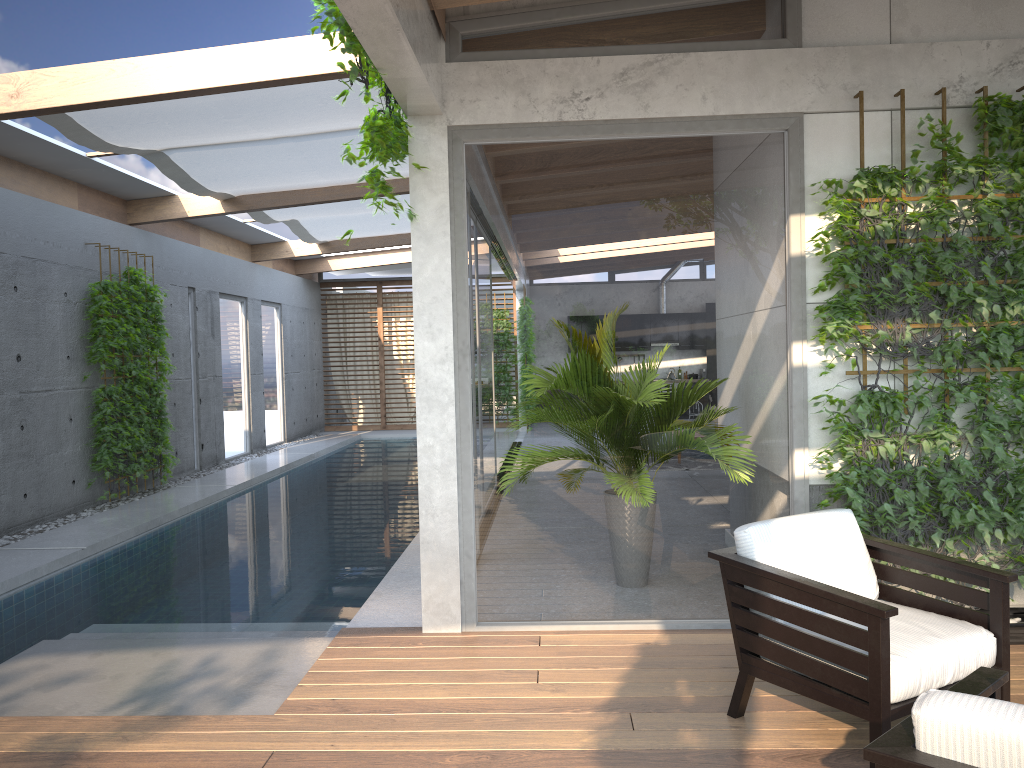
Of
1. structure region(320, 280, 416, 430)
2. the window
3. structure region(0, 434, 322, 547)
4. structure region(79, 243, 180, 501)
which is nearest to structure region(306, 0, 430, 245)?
the window

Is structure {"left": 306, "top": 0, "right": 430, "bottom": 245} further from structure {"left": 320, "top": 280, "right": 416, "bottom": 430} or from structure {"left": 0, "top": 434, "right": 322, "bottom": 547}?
structure {"left": 320, "top": 280, "right": 416, "bottom": 430}

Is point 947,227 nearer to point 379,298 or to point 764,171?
point 764,171

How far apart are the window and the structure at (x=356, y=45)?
0.2 meters

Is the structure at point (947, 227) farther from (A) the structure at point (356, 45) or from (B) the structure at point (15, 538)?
(B) the structure at point (15, 538)

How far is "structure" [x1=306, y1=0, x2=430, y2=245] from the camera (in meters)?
3.76

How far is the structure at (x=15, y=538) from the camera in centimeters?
764cm

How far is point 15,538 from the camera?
7.65m

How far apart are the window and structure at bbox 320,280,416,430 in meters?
0.3

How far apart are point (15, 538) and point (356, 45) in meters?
6.0 m
